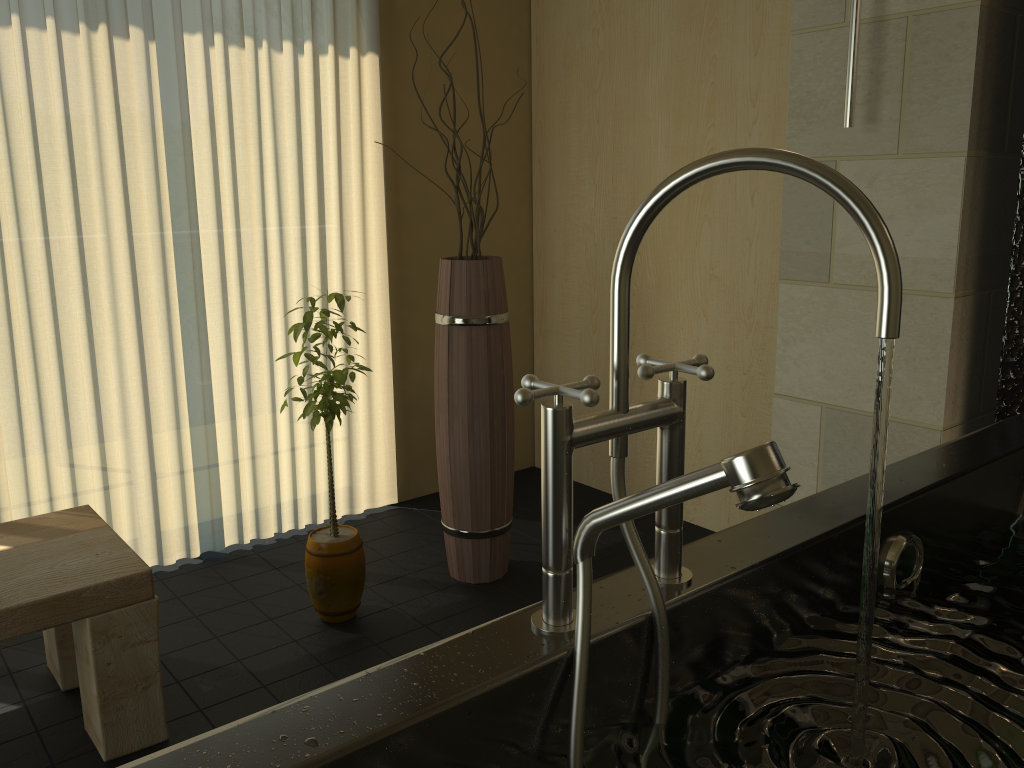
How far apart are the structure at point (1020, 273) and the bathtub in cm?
36

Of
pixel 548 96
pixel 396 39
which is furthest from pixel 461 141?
pixel 548 96

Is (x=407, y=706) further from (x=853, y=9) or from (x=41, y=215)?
(x=41, y=215)

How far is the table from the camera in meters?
1.8 m

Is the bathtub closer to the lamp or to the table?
the lamp

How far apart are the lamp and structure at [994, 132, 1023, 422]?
0.4 meters

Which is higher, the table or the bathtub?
the bathtub

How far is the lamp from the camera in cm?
195

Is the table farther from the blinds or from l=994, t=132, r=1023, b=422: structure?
l=994, t=132, r=1023, b=422: structure

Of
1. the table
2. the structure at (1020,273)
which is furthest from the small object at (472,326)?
the structure at (1020,273)
